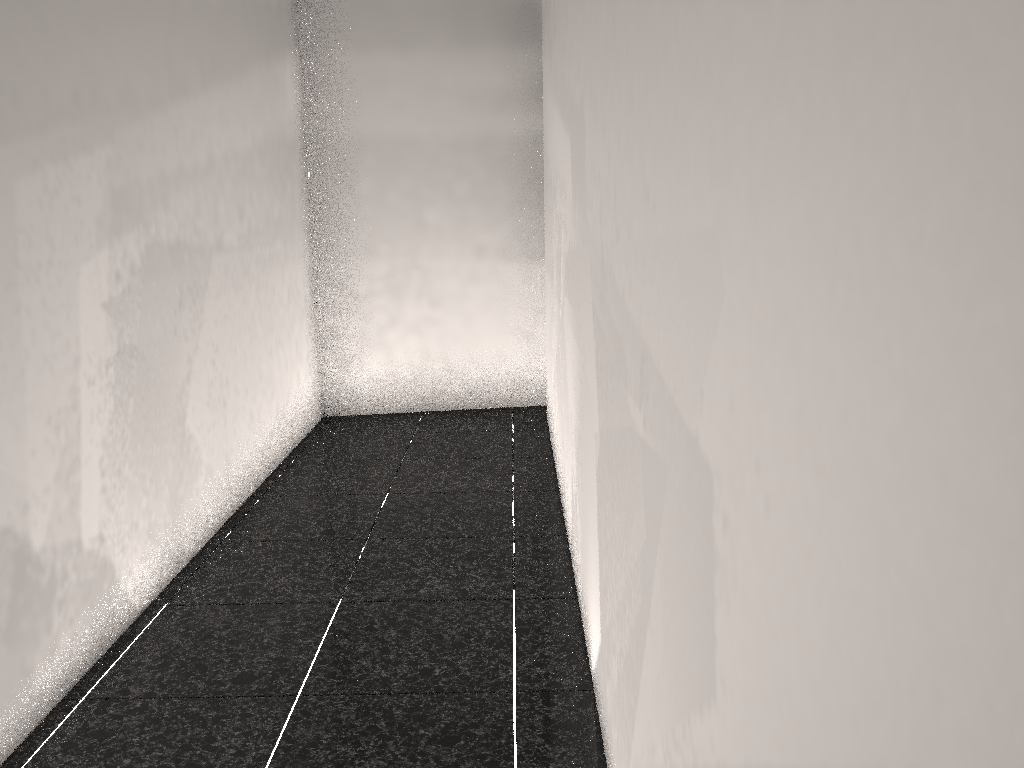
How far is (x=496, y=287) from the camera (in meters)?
5.86

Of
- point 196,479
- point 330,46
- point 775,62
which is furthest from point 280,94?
point 775,62

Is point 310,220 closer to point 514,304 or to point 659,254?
point 514,304
